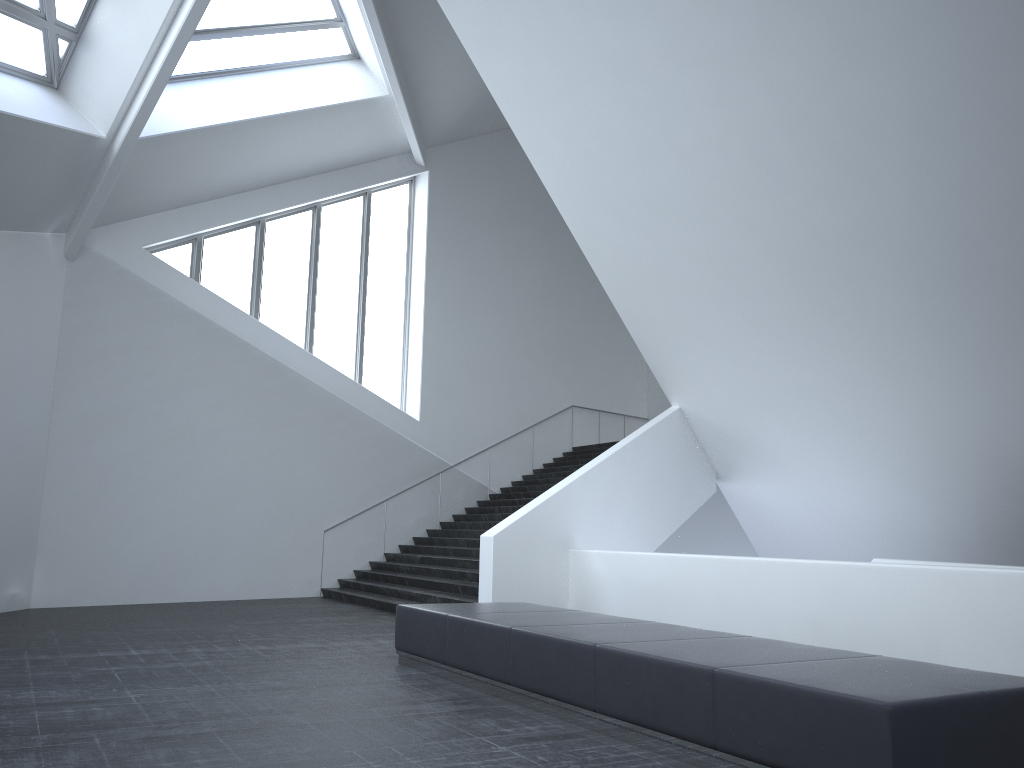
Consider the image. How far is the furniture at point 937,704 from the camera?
4.2m

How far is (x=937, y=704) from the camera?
4.2m

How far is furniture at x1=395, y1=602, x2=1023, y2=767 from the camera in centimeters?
418cm
